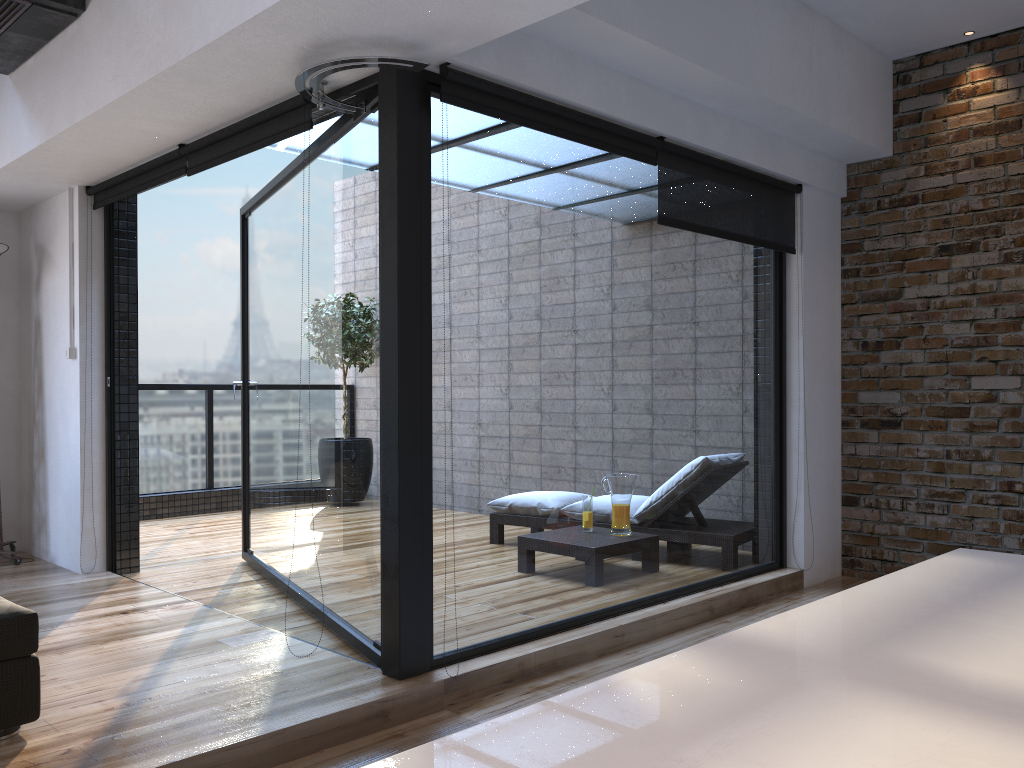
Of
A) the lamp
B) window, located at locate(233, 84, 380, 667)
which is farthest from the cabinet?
the lamp

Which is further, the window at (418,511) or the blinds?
the blinds

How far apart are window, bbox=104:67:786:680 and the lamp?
0.6m

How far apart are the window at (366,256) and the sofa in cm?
107

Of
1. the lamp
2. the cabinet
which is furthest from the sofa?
the lamp

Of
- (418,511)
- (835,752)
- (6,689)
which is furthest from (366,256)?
(835,752)

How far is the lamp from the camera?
4.9 meters

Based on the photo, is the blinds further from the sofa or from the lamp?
the sofa

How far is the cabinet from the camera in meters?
0.6 m

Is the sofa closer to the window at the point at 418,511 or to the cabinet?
the window at the point at 418,511
